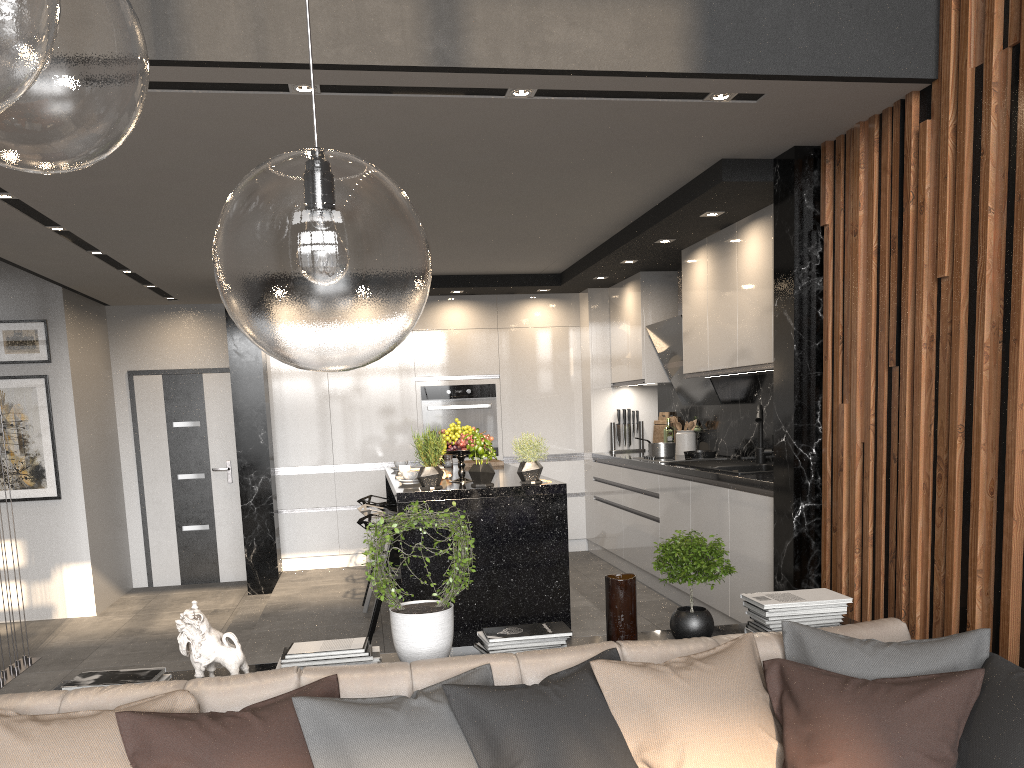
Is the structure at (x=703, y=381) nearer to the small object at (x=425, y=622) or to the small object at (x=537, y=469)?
the small object at (x=537, y=469)

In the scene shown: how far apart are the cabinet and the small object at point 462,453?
0.21m

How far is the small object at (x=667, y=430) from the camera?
7.1m

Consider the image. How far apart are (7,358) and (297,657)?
5.46m

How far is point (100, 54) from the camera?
0.9 meters

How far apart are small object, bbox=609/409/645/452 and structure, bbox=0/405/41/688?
4.6 meters

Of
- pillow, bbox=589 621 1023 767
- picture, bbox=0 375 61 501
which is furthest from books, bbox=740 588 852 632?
picture, bbox=0 375 61 501

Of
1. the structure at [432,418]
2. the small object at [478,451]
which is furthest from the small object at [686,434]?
the small object at [478,451]

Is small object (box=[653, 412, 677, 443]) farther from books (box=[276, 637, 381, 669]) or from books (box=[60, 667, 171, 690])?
books (box=[60, 667, 171, 690])

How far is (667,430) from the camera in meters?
7.1
